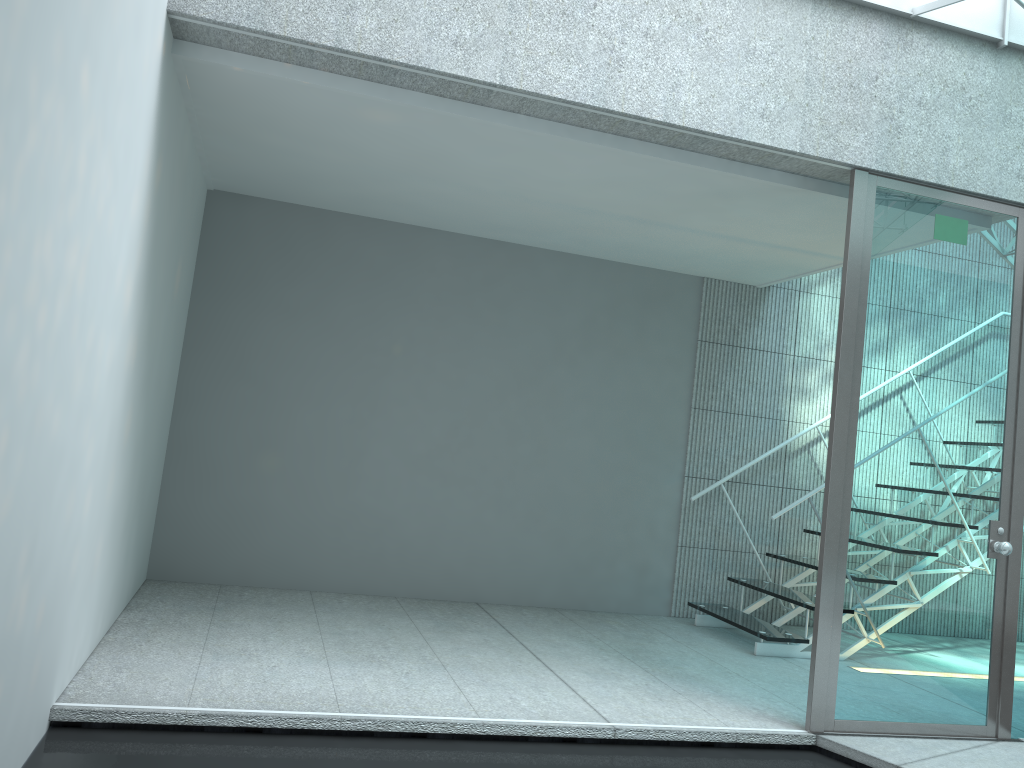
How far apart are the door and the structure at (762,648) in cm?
104

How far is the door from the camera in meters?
3.2

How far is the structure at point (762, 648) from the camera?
4.4 meters

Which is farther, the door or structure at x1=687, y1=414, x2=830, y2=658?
structure at x1=687, y1=414, x2=830, y2=658

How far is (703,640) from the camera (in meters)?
4.57

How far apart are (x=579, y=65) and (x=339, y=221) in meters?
2.1

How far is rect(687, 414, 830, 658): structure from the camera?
4.4m

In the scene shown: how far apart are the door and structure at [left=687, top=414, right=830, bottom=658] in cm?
104
